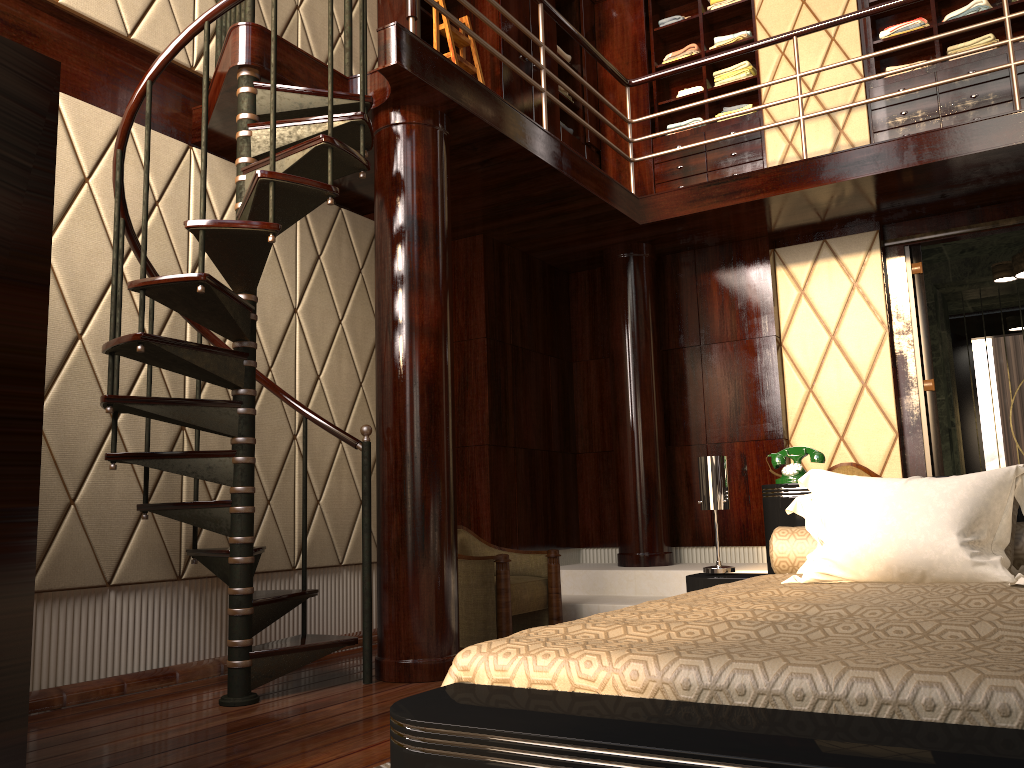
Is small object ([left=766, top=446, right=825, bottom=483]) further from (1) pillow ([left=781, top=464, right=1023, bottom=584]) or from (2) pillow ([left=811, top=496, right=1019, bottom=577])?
(2) pillow ([left=811, top=496, right=1019, bottom=577])

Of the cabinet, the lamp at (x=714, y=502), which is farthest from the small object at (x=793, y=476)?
the cabinet

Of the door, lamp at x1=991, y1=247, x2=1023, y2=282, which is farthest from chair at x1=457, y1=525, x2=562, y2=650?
lamp at x1=991, y1=247, x2=1023, y2=282

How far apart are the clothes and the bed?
3.5 meters

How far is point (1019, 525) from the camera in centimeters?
248cm

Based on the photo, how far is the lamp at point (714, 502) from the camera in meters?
3.0 m

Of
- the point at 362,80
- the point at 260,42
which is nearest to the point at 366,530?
the point at 362,80

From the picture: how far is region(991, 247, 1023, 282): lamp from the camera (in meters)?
5.38

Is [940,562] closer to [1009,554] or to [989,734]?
[1009,554]

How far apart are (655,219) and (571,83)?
1.7 meters
